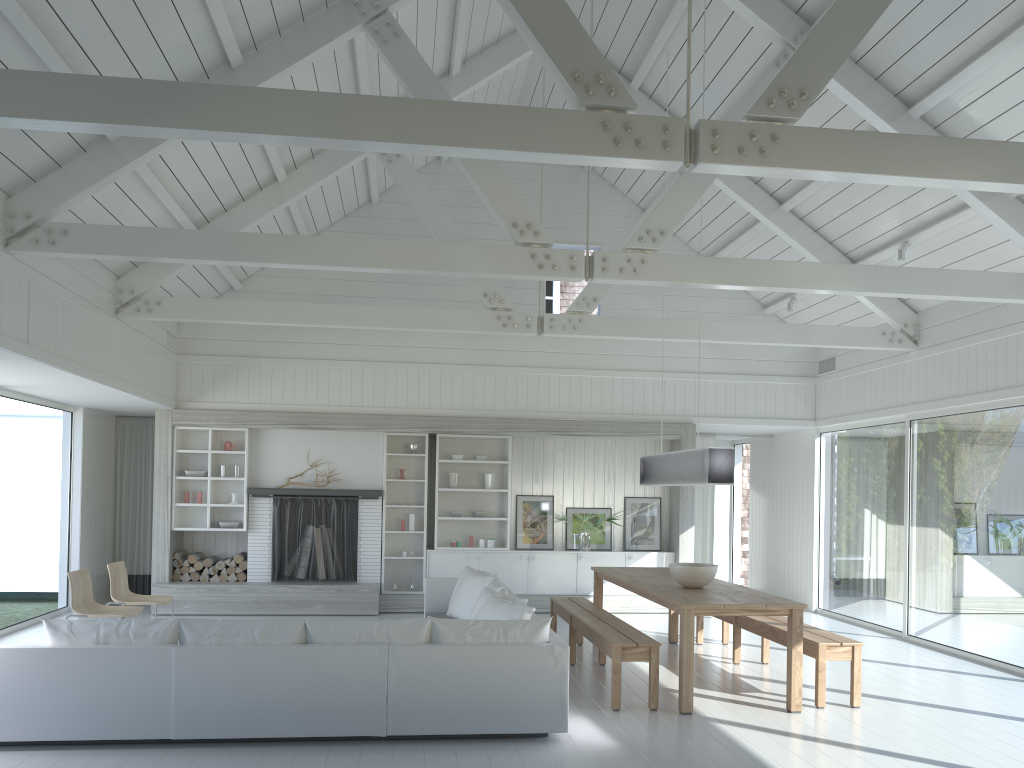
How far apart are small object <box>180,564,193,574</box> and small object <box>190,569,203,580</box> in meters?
0.1

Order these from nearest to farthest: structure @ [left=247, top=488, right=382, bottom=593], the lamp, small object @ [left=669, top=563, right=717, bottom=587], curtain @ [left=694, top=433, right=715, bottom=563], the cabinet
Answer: the lamp
small object @ [left=669, top=563, right=717, bottom=587]
structure @ [left=247, top=488, right=382, bottom=593]
the cabinet
curtain @ [left=694, top=433, right=715, bottom=563]

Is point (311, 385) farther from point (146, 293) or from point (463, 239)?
point (463, 239)

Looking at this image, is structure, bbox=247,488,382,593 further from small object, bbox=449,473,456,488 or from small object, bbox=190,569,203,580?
small object, bbox=449,473,456,488

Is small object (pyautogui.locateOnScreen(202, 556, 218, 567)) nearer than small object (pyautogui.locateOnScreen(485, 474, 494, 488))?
Yes

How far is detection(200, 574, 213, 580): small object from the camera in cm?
1046

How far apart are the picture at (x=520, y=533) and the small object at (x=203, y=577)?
3.8 meters

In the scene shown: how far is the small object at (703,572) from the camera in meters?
6.8 m

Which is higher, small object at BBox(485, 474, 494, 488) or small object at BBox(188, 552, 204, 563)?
small object at BBox(485, 474, 494, 488)

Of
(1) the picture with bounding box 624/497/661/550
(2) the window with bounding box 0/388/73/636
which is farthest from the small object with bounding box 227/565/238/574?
(1) the picture with bounding box 624/497/661/550
